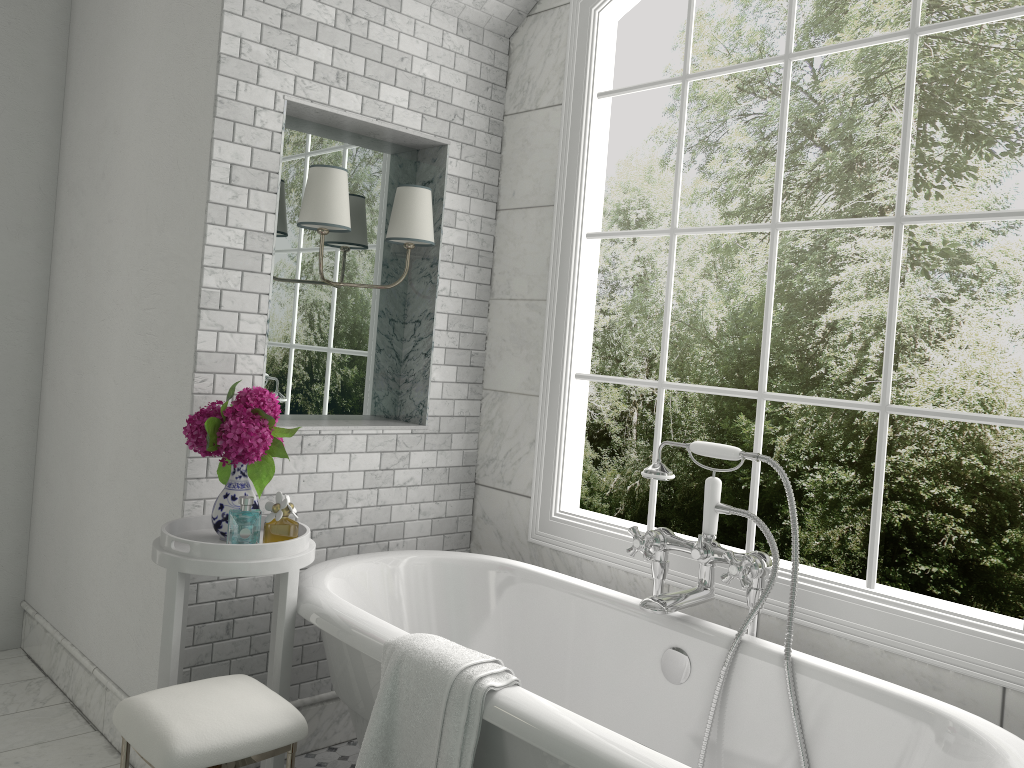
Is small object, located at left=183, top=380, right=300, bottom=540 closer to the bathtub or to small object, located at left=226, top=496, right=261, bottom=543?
small object, located at left=226, top=496, right=261, bottom=543

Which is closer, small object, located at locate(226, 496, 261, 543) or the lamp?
small object, located at locate(226, 496, 261, 543)

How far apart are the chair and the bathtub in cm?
20

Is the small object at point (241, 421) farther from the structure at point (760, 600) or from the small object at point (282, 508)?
A: the structure at point (760, 600)

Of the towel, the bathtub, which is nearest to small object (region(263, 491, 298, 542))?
the bathtub

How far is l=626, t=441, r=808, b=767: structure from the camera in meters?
2.4

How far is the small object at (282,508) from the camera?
2.49m

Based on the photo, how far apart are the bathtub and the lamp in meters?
1.1 m

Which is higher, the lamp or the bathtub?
the lamp

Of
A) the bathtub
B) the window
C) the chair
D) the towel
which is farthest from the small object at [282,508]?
the window
